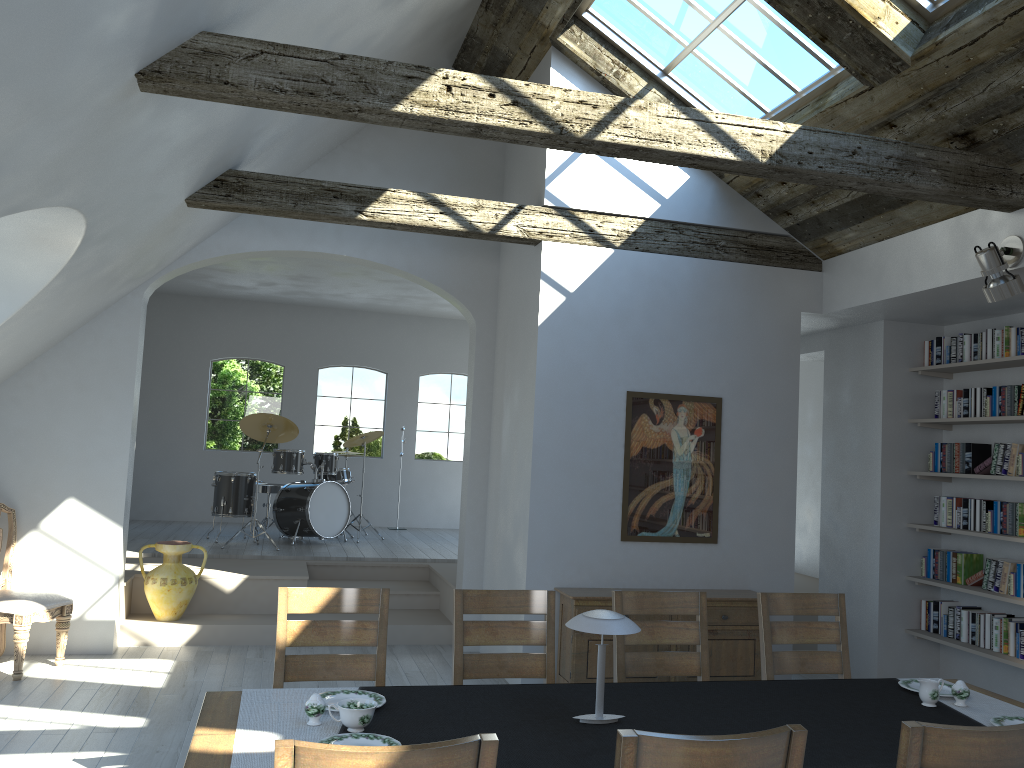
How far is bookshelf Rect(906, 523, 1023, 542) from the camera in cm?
634

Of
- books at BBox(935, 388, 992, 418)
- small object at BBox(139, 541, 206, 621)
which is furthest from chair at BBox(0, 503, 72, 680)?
books at BBox(935, 388, 992, 418)

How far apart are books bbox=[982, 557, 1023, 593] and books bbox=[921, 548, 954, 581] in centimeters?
41cm

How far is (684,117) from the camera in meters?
4.3 m

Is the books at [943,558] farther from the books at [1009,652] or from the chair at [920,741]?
the chair at [920,741]

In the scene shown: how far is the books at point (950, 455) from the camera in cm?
652

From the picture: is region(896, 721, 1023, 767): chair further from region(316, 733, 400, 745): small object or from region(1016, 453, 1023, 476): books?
region(1016, 453, 1023, 476): books

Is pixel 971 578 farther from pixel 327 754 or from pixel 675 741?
pixel 327 754

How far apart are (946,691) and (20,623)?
5.3 meters

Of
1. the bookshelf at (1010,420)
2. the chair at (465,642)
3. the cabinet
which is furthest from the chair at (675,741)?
the bookshelf at (1010,420)
